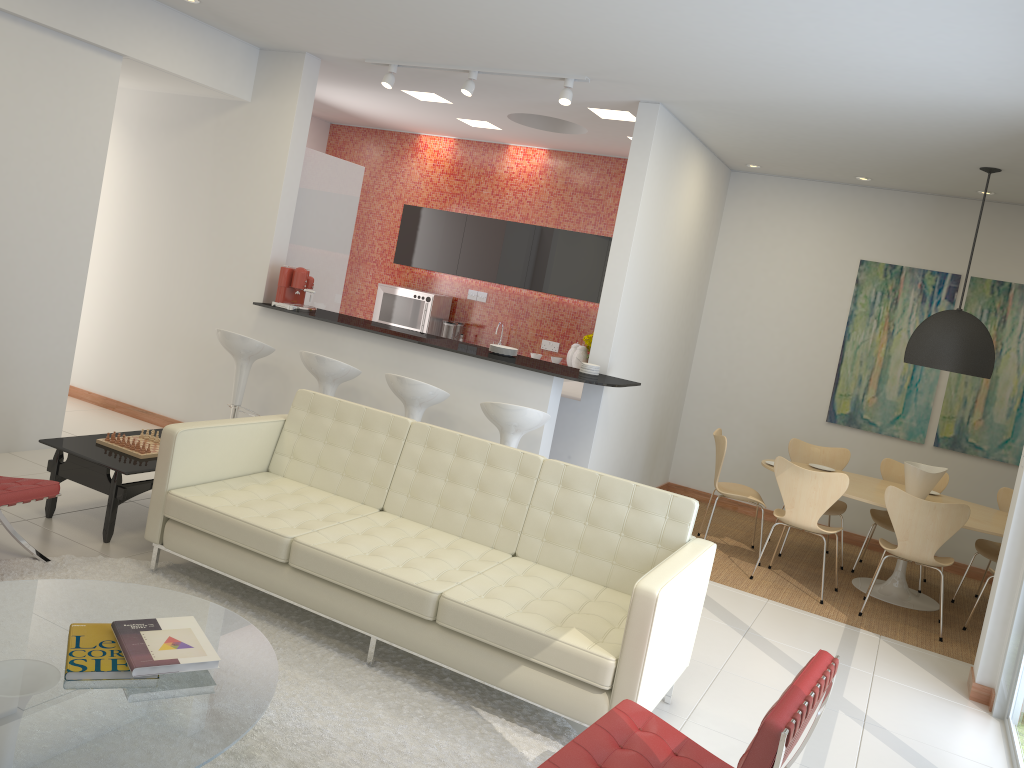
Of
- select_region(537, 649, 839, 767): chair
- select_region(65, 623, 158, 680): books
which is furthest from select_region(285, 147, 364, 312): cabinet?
select_region(537, 649, 839, 767): chair

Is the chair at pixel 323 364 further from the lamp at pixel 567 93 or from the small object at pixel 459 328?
the small object at pixel 459 328

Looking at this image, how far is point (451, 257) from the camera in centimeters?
938cm

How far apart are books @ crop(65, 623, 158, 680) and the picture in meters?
6.7 m

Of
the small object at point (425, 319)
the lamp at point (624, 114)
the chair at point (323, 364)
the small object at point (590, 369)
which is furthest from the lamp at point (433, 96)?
the small object at point (590, 369)

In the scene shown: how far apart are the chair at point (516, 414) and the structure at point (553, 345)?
3.72m

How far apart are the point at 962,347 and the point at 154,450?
5.36m

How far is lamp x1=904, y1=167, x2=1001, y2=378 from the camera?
6.2m

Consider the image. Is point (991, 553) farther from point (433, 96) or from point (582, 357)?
point (433, 96)

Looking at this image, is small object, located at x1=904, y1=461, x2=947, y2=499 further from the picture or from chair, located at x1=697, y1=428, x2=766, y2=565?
the picture
